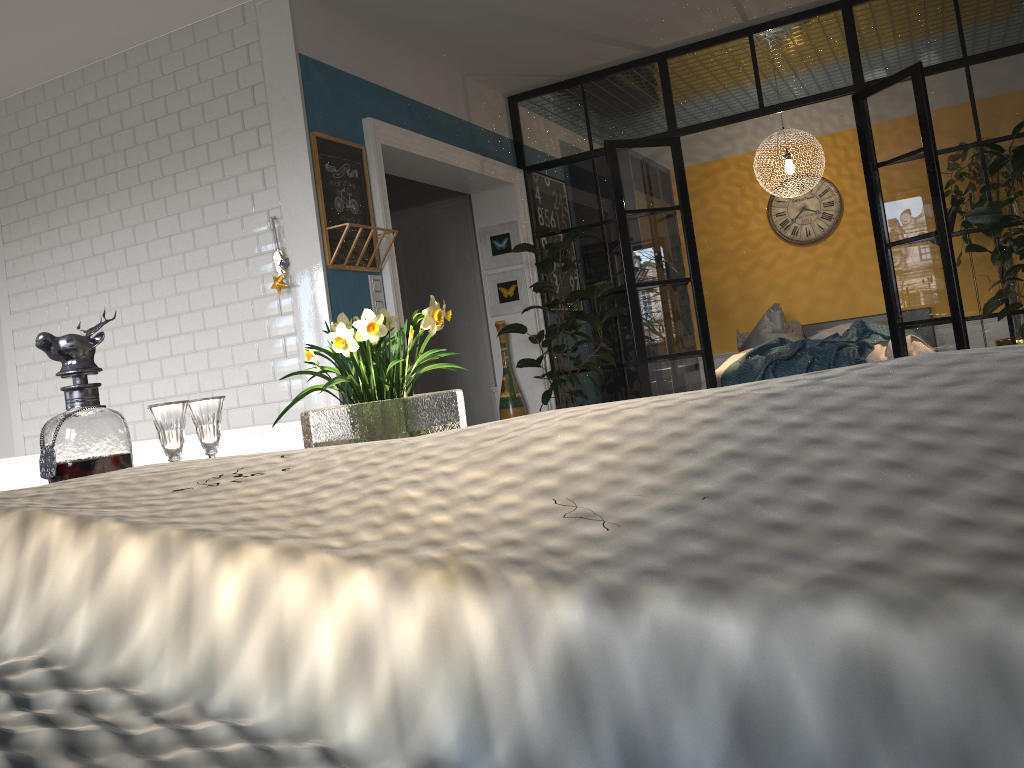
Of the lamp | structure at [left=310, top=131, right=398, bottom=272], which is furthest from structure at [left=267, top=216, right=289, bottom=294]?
the lamp

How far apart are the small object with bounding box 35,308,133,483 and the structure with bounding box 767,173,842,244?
8.17m

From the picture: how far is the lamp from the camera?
7.6 meters

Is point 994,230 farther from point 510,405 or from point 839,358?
point 510,405

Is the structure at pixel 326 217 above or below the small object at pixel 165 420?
above

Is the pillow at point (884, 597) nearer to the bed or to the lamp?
the bed

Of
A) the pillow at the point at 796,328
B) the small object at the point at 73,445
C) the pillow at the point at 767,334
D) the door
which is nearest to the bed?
the pillow at the point at 796,328

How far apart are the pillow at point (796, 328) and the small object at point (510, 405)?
2.9 meters

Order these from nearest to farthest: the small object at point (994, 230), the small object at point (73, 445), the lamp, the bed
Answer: the small object at point (73, 445), the small object at point (994, 230), the bed, the lamp

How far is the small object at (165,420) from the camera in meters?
1.8 m
